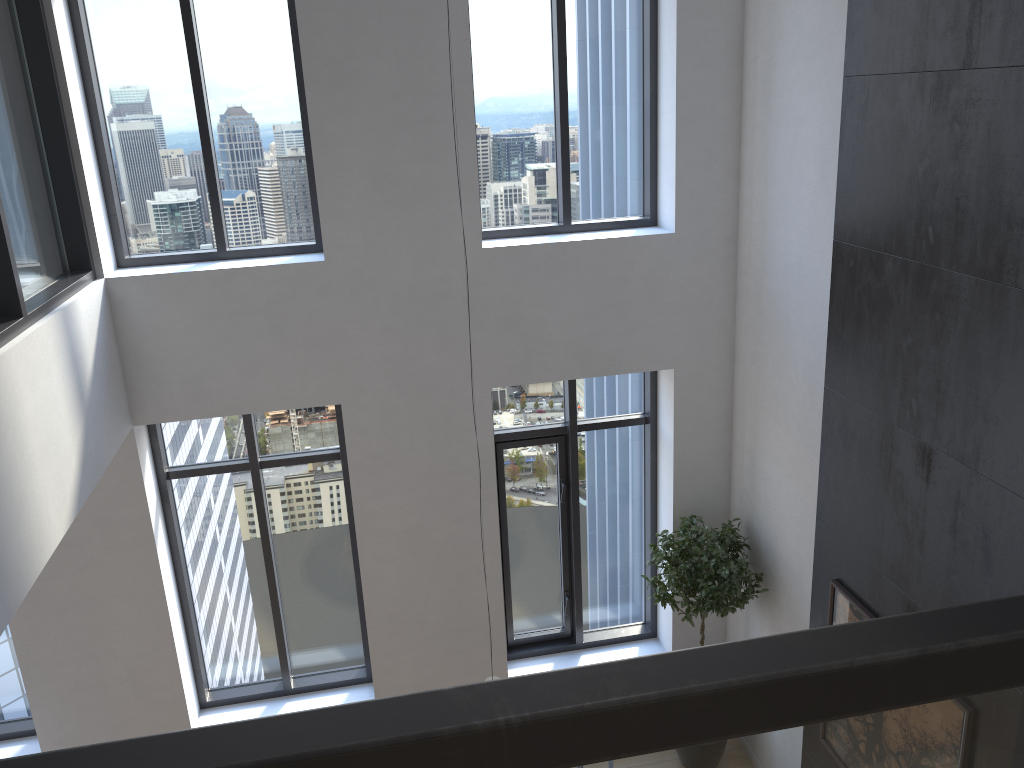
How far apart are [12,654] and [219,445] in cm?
218

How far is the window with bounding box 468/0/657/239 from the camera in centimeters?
581cm

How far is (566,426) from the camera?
6.6 meters

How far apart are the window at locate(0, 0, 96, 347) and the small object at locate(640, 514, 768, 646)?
4.0 meters

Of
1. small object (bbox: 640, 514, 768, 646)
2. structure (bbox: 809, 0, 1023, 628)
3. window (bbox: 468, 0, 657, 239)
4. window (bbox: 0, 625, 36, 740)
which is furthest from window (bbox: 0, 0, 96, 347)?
small object (bbox: 640, 514, 768, 646)

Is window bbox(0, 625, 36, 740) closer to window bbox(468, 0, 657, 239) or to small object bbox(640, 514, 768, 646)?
window bbox(468, 0, 657, 239)

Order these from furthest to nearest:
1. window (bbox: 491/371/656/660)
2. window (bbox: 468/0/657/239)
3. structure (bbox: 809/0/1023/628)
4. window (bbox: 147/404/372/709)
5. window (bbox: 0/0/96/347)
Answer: window (bbox: 491/371/656/660) < window (bbox: 147/404/372/709) < window (bbox: 468/0/657/239) < window (bbox: 0/0/96/347) < structure (bbox: 809/0/1023/628)

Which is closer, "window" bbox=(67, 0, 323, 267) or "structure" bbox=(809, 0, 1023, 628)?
"structure" bbox=(809, 0, 1023, 628)

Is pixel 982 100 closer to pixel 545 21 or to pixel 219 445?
pixel 545 21

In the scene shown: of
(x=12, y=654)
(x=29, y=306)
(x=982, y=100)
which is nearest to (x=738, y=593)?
(x=982, y=100)
